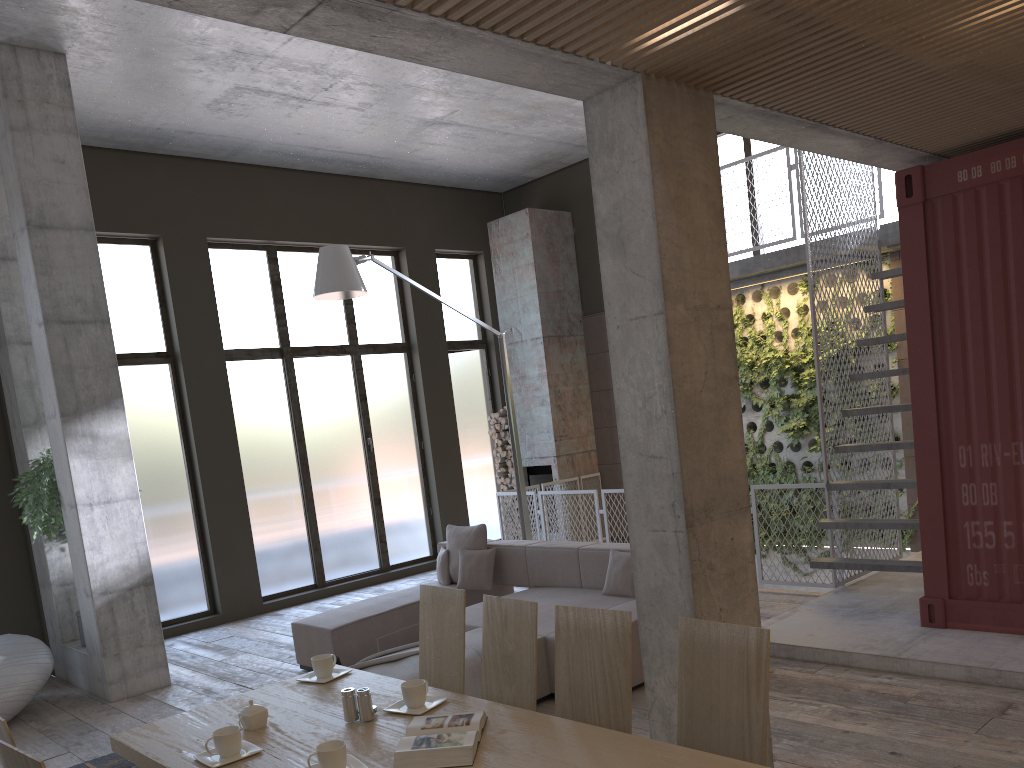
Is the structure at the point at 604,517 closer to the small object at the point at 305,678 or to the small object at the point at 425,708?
the small object at the point at 305,678

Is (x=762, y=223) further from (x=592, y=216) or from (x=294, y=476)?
(x=294, y=476)

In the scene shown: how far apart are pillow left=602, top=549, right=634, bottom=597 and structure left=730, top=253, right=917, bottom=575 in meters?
4.1

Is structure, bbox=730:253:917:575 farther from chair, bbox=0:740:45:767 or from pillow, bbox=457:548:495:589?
chair, bbox=0:740:45:767

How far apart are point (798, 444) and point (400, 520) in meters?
5.1 m

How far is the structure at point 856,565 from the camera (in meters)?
6.76

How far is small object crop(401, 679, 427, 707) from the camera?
3.09m

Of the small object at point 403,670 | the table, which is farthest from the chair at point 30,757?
the small object at point 403,670

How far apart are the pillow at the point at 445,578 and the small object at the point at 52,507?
3.18m

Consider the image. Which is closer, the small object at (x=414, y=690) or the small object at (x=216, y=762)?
the small object at (x=216, y=762)
